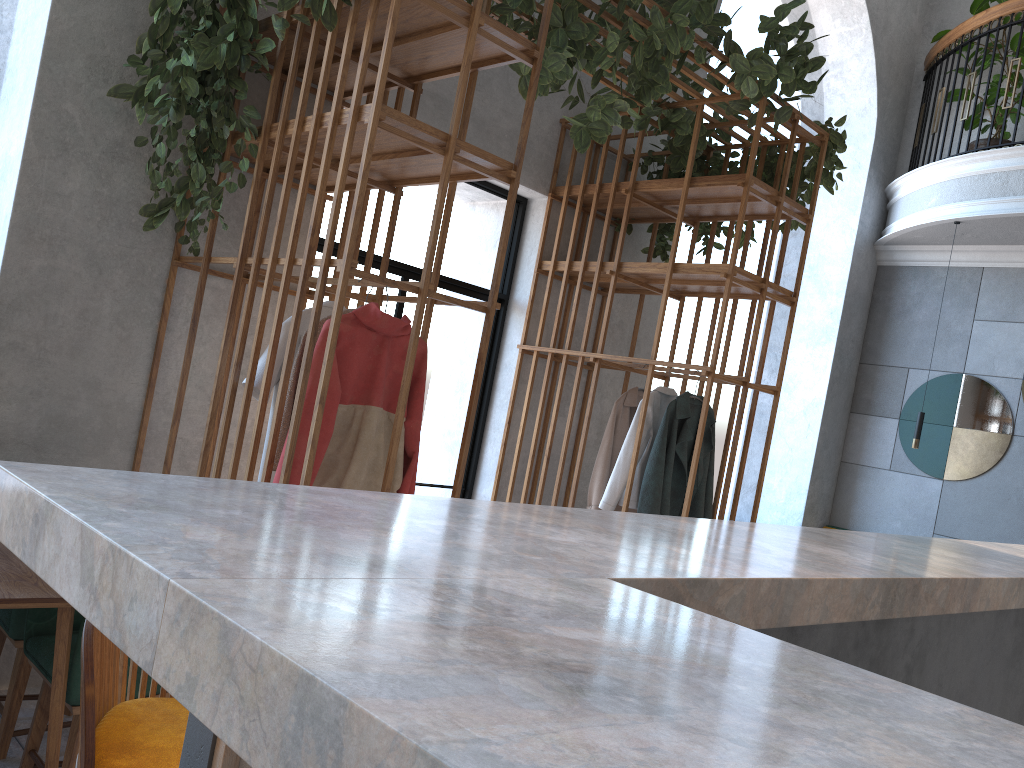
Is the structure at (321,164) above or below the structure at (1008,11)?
below

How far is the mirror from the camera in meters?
7.2

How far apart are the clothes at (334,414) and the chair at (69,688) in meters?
0.7 m

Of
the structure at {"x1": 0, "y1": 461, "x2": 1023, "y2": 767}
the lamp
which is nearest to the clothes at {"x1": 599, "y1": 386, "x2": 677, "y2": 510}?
the structure at {"x1": 0, "y1": 461, "x2": 1023, "y2": 767}

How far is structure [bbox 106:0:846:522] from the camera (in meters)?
2.95

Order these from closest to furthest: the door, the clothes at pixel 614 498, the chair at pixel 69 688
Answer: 1. the chair at pixel 69 688
2. the clothes at pixel 614 498
3. the door

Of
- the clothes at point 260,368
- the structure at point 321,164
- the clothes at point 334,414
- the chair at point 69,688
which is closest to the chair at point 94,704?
the chair at point 69,688

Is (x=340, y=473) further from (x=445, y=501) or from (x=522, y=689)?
(x=522, y=689)

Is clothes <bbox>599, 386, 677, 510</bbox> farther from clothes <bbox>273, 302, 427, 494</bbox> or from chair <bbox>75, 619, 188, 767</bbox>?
chair <bbox>75, 619, 188, 767</bbox>

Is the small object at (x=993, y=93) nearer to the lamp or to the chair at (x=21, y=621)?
the lamp
